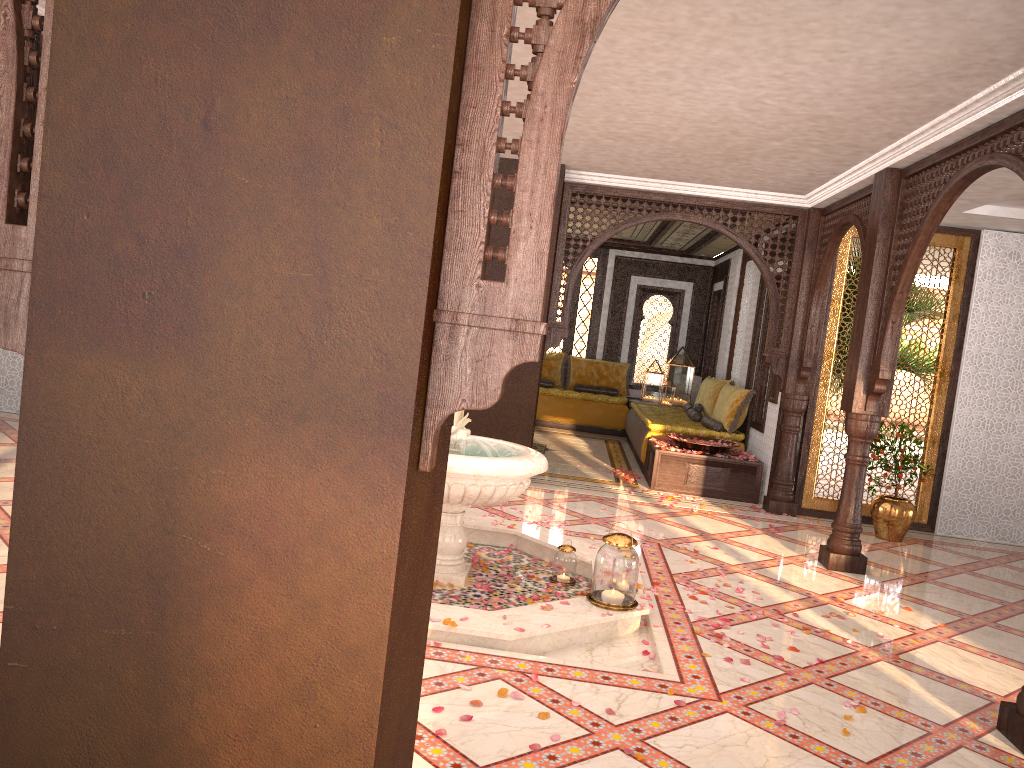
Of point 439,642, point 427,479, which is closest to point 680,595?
point 439,642

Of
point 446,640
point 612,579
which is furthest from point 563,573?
point 446,640

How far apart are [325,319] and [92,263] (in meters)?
0.44

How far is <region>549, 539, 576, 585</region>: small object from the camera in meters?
5.3 m

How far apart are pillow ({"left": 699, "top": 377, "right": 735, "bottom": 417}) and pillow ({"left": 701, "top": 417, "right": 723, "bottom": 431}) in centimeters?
53cm

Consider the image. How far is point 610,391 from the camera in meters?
13.4

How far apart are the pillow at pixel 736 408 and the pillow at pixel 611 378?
3.56m

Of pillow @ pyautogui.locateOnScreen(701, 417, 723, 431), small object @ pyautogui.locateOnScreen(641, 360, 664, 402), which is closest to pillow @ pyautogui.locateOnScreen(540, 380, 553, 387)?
small object @ pyautogui.locateOnScreen(641, 360, 664, 402)

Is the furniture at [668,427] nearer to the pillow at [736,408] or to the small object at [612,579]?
the pillow at [736,408]

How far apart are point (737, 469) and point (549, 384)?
5.22m
